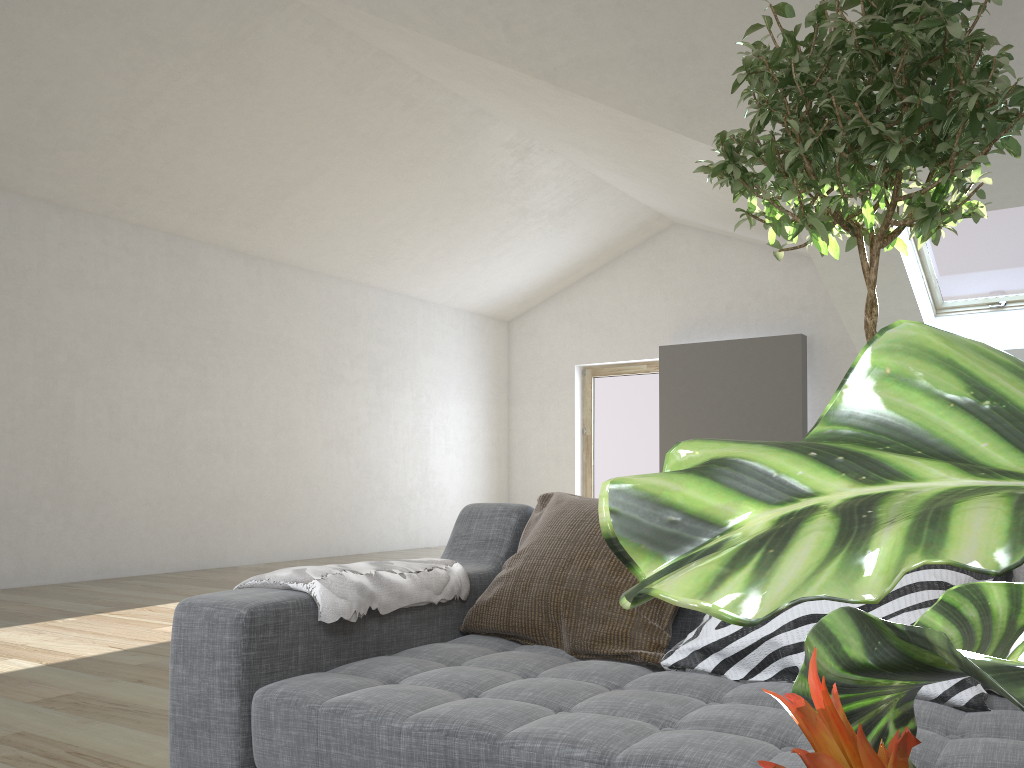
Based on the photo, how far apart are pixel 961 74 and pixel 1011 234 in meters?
5.3

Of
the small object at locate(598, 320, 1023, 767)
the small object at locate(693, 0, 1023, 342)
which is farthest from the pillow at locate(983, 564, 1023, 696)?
the small object at locate(598, 320, 1023, 767)

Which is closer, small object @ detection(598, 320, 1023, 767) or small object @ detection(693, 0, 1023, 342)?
small object @ detection(598, 320, 1023, 767)

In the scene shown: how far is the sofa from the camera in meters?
1.2 m

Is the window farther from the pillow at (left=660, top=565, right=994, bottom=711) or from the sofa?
the pillow at (left=660, top=565, right=994, bottom=711)

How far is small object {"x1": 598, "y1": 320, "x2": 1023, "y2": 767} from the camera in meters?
0.1

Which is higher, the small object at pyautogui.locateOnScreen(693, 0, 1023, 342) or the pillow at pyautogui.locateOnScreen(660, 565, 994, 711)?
the small object at pyautogui.locateOnScreen(693, 0, 1023, 342)

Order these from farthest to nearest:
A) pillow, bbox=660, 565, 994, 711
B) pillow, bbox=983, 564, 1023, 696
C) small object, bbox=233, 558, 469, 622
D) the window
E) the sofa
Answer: the window → small object, bbox=233, 558, 469, 622 → pillow, bbox=983, 564, 1023, 696 → pillow, bbox=660, 565, 994, 711 → the sofa

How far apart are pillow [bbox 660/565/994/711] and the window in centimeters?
565cm

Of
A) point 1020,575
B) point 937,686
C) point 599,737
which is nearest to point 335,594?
point 599,737
